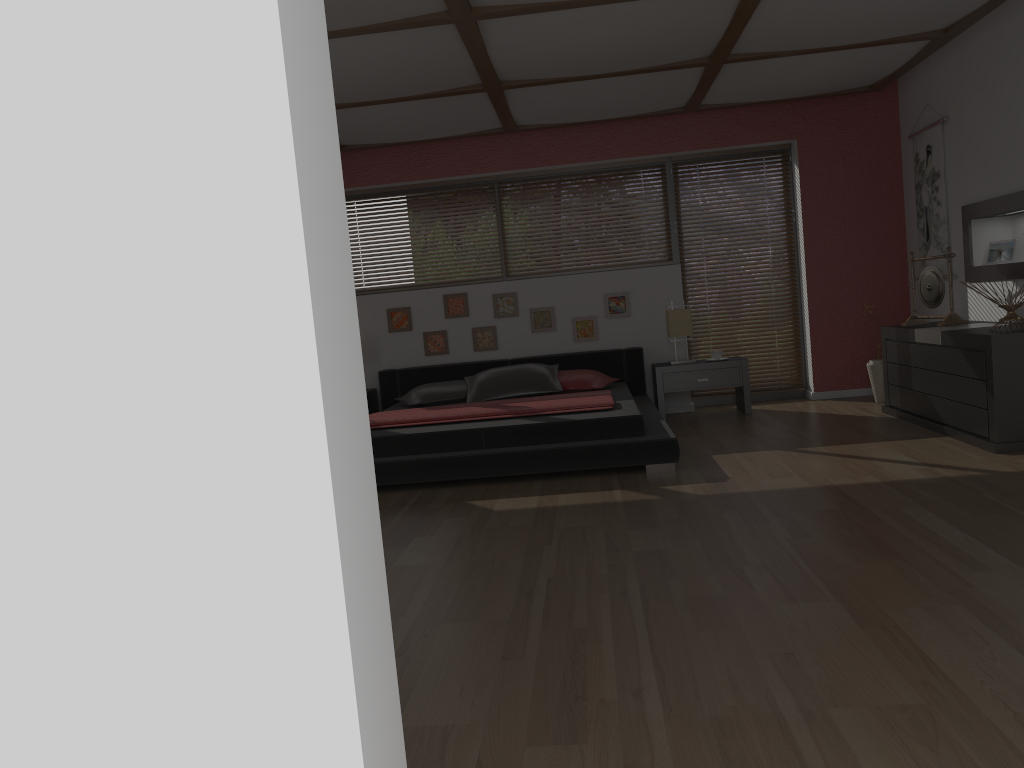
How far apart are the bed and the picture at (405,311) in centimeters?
39cm

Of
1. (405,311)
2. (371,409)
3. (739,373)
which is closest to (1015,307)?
(739,373)

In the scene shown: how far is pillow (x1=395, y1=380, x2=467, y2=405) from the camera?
6.56m

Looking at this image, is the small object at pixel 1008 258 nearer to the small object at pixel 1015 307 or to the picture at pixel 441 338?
the small object at pixel 1015 307

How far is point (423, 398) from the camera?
6.6 meters

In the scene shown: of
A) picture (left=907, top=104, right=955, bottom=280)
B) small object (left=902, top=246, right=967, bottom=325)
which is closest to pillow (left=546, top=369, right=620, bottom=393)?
small object (left=902, top=246, right=967, bottom=325)

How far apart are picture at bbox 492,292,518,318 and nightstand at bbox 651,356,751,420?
1.2m

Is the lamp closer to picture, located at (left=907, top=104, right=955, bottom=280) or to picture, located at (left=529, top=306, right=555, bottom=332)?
picture, located at (left=529, top=306, right=555, bottom=332)

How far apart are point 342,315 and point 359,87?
4.36m

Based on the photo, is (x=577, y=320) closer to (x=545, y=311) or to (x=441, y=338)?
(x=545, y=311)
